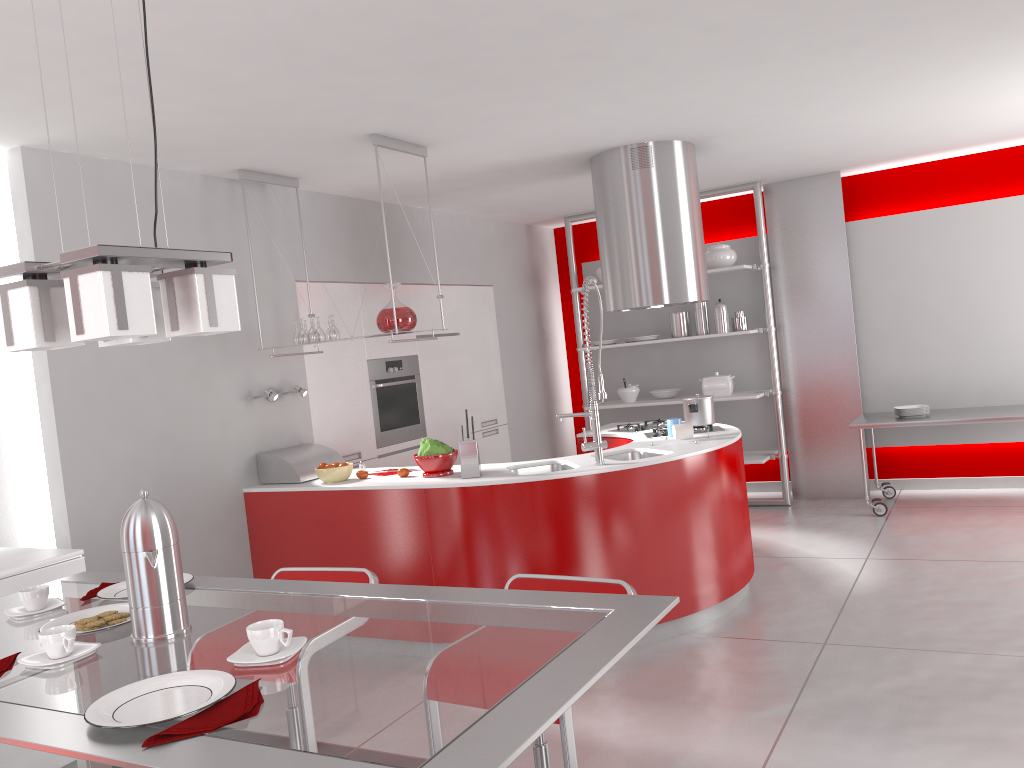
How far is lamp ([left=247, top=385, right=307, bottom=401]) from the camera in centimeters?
492cm

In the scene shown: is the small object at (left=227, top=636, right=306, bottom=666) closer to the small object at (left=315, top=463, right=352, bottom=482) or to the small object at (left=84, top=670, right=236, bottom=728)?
the small object at (left=84, top=670, right=236, bottom=728)

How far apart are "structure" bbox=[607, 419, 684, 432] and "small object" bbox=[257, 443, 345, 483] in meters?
1.8 m

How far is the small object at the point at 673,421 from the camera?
4.9m

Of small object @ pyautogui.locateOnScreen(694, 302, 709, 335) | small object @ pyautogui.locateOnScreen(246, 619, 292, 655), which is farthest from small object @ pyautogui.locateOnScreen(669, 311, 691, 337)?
small object @ pyautogui.locateOnScreen(246, 619, 292, 655)

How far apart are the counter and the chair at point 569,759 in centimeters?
165cm

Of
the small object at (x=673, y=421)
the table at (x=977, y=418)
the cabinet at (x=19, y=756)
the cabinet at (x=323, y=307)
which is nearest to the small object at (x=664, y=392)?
the cabinet at (x=323, y=307)

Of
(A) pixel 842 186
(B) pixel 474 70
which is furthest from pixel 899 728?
(A) pixel 842 186

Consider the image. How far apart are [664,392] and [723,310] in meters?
0.9

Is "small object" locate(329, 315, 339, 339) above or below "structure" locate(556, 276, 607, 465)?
above
